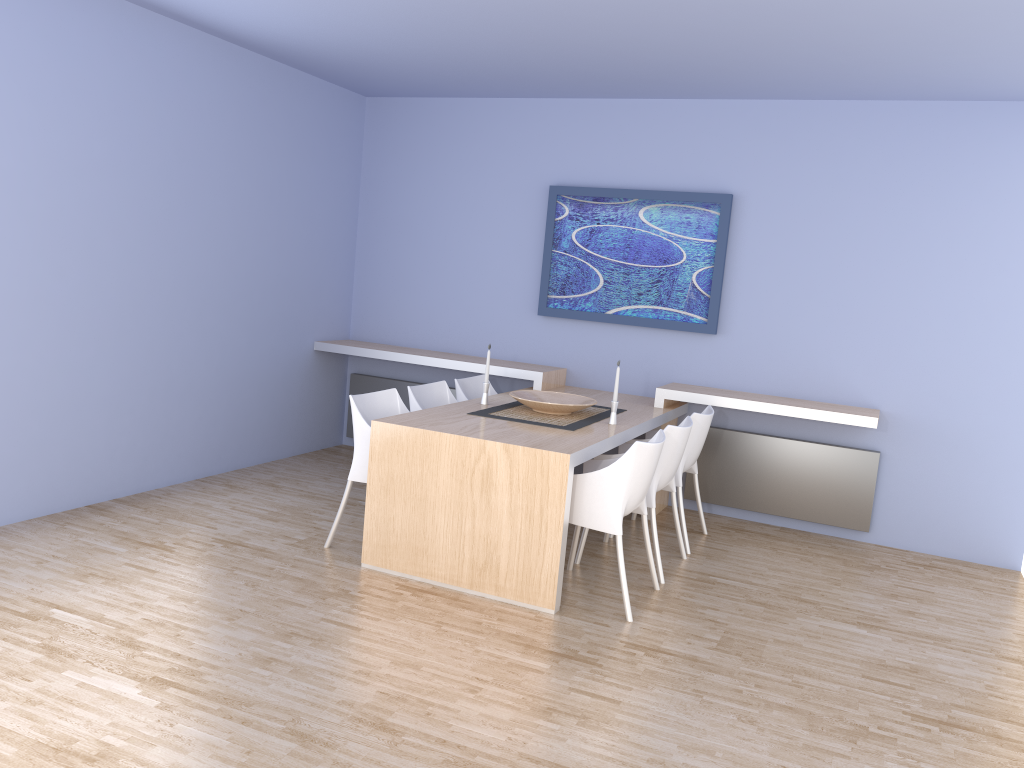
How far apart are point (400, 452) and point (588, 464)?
0.9 meters

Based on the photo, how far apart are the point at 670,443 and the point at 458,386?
1.55m

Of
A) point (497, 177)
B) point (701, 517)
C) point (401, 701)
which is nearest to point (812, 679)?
point (401, 701)

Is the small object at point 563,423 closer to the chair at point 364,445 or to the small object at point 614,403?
the small object at point 614,403

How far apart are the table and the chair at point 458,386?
0.22m

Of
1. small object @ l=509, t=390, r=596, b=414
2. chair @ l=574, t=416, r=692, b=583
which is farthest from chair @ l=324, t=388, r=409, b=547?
chair @ l=574, t=416, r=692, b=583

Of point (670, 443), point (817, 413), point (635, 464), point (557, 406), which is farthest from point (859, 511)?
point (635, 464)

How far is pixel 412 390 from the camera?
5.1m

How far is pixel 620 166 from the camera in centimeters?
600cm

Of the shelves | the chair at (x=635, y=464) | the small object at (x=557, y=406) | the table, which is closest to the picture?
the shelves
